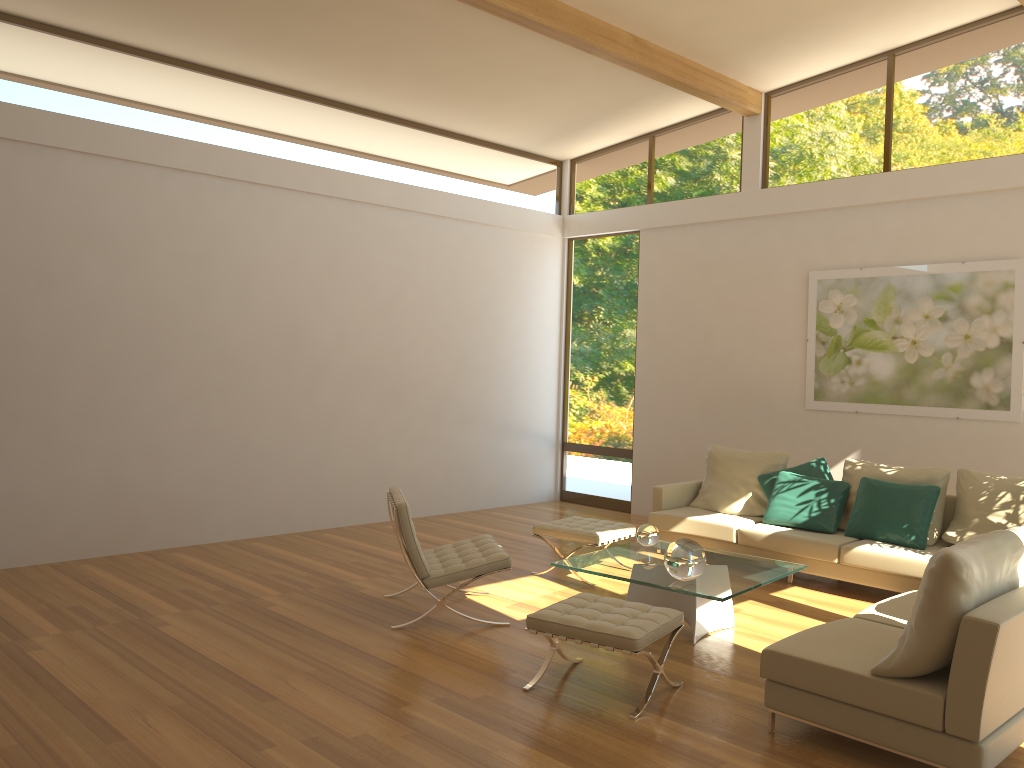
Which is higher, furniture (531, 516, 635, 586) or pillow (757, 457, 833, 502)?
pillow (757, 457, 833, 502)

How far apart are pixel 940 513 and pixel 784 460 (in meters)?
1.33

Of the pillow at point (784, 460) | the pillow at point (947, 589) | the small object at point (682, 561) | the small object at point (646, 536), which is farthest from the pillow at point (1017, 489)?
the pillow at point (947, 589)

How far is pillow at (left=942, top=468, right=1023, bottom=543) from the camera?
6.2m

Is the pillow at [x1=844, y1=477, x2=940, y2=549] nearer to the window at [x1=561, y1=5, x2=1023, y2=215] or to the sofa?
the sofa

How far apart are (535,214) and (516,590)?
5.1m

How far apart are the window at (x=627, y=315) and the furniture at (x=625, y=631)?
5.2m

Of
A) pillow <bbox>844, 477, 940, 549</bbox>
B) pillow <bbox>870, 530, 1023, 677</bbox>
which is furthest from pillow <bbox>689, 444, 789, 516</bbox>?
pillow <bbox>870, 530, 1023, 677</bbox>

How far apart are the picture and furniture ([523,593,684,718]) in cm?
409

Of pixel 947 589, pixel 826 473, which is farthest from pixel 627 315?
pixel 947 589
